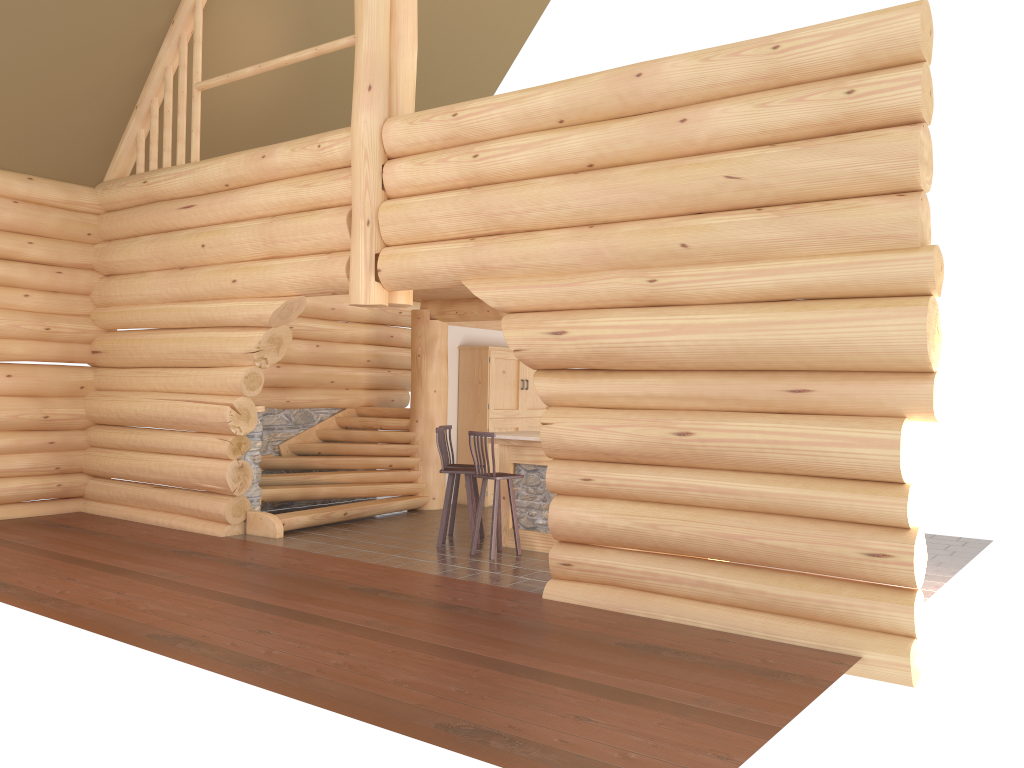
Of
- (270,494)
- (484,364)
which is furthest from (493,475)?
(484,364)

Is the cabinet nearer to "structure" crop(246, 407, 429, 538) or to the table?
"structure" crop(246, 407, 429, 538)

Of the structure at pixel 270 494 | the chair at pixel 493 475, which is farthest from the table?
the structure at pixel 270 494

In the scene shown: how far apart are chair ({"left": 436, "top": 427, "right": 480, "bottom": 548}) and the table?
0.37m

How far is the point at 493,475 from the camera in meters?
9.2

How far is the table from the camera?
9.70m

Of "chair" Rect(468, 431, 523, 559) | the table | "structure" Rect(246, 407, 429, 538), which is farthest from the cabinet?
"chair" Rect(468, 431, 523, 559)

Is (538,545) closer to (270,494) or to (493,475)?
(493,475)

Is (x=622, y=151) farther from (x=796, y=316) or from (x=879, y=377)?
(x=879, y=377)

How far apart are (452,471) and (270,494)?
2.64m
